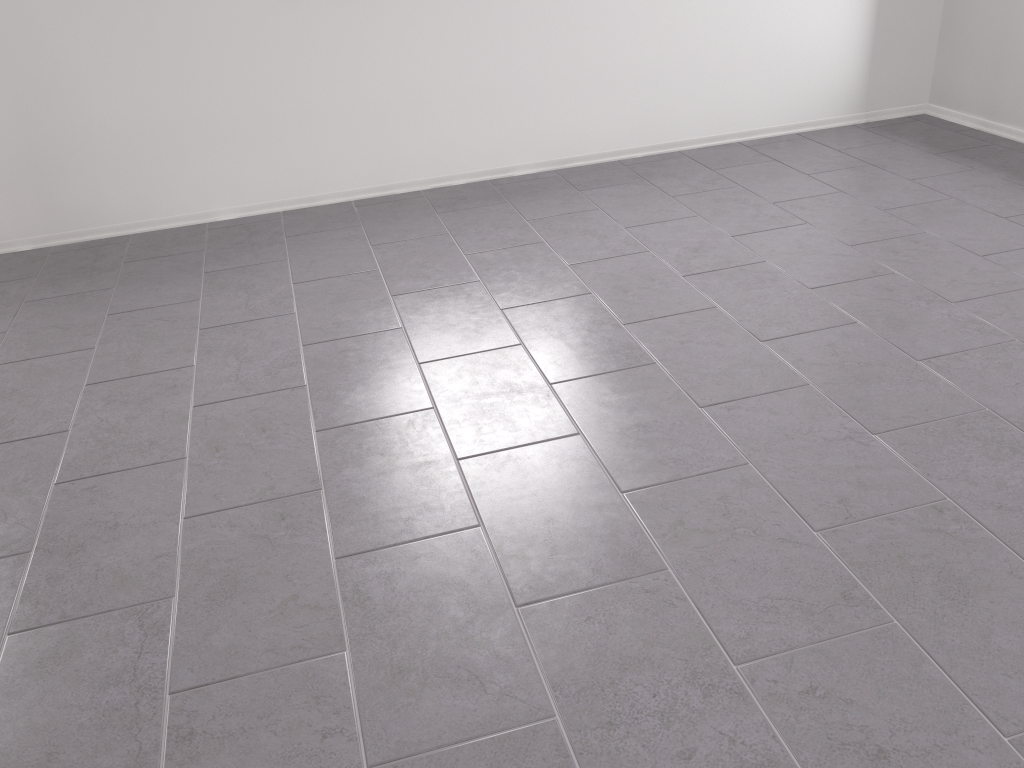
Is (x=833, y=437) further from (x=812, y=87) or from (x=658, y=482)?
(x=812, y=87)

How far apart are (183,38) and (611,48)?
1.7m

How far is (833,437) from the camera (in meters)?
2.00
